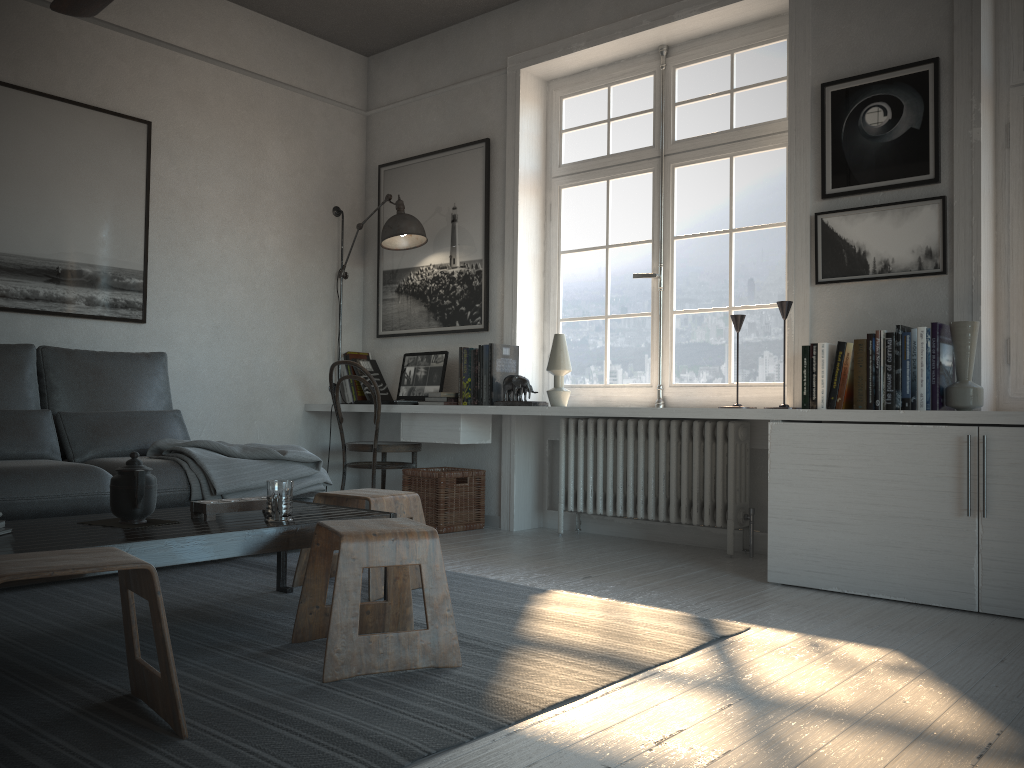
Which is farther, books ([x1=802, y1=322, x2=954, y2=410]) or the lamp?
the lamp

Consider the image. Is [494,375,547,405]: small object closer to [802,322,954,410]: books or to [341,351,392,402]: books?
[341,351,392,402]: books

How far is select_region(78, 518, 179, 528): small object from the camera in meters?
2.4 m

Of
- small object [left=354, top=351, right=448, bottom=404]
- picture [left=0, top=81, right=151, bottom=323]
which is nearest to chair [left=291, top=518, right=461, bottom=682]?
small object [left=354, top=351, right=448, bottom=404]

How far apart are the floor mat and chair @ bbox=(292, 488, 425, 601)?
0.1 meters

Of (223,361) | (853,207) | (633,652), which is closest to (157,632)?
(633,652)

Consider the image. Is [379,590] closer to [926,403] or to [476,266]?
[926,403]

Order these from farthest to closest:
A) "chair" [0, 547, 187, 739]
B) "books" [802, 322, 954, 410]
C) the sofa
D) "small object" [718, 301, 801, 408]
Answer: "small object" [718, 301, 801, 408] → "books" [802, 322, 954, 410] → the sofa → "chair" [0, 547, 187, 739]

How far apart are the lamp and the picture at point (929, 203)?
2.2 meters

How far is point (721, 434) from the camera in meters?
4.0 m
